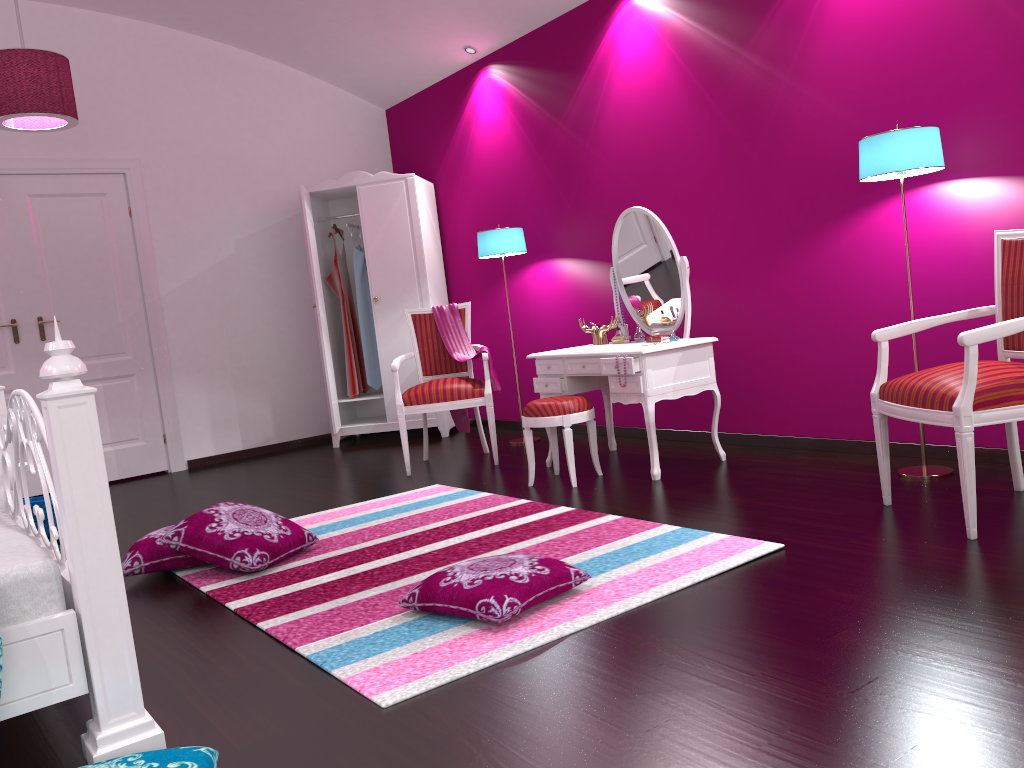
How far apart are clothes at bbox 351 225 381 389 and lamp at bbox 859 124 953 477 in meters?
3.7 m

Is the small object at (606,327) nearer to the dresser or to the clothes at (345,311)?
the dresser

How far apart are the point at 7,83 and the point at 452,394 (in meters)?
2.55

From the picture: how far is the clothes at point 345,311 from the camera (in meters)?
6.32

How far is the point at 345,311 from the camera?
6.3m

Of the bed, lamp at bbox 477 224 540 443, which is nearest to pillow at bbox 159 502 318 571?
the bed

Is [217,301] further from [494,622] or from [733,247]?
[494,622]

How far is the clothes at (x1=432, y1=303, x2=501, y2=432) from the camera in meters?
5.1

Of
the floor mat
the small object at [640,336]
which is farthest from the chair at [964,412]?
the small object at [640,336]

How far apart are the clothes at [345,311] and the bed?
3.3m
